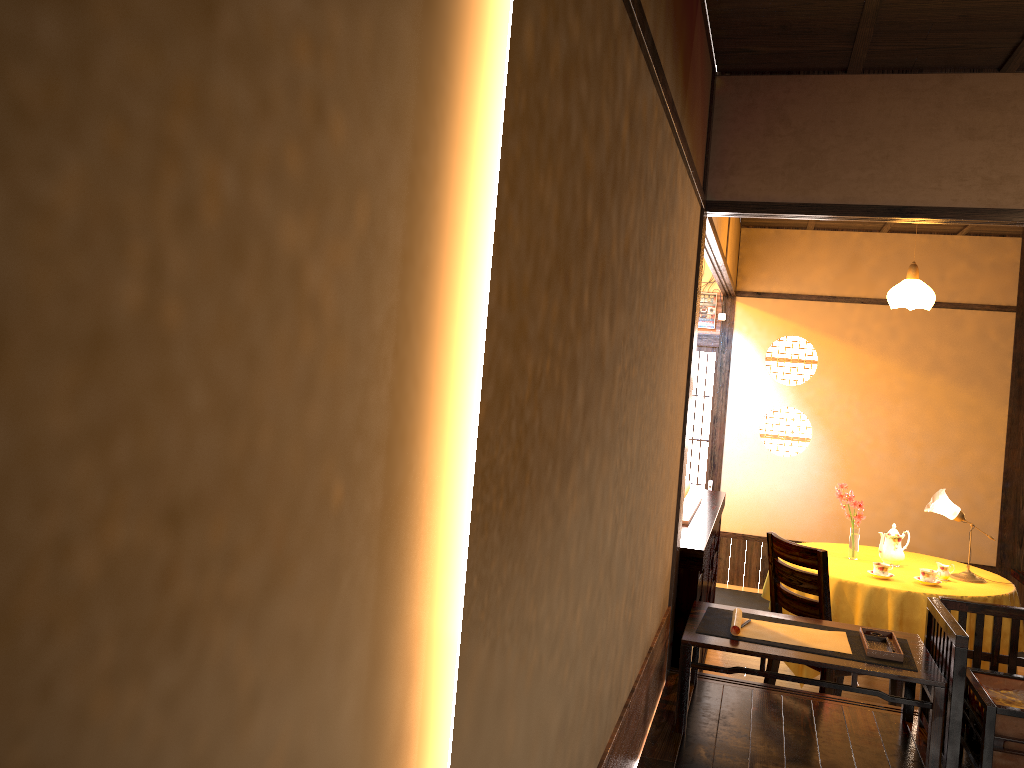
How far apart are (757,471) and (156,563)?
7.3 meters

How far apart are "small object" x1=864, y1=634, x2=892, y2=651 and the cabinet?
0.76m

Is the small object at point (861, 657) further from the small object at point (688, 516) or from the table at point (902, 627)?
the table at point (902, 627)

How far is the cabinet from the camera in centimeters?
393cm

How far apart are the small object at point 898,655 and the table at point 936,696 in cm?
6

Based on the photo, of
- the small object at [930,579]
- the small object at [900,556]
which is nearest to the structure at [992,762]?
the small object at [930,579]

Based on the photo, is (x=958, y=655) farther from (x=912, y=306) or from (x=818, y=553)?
(x=912, y=306)

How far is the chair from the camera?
4.2 meters

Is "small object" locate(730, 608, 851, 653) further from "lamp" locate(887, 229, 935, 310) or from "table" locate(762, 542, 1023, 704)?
"lamp" locate(887, 229, 935, 310)

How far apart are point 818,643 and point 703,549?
0.7 meters
